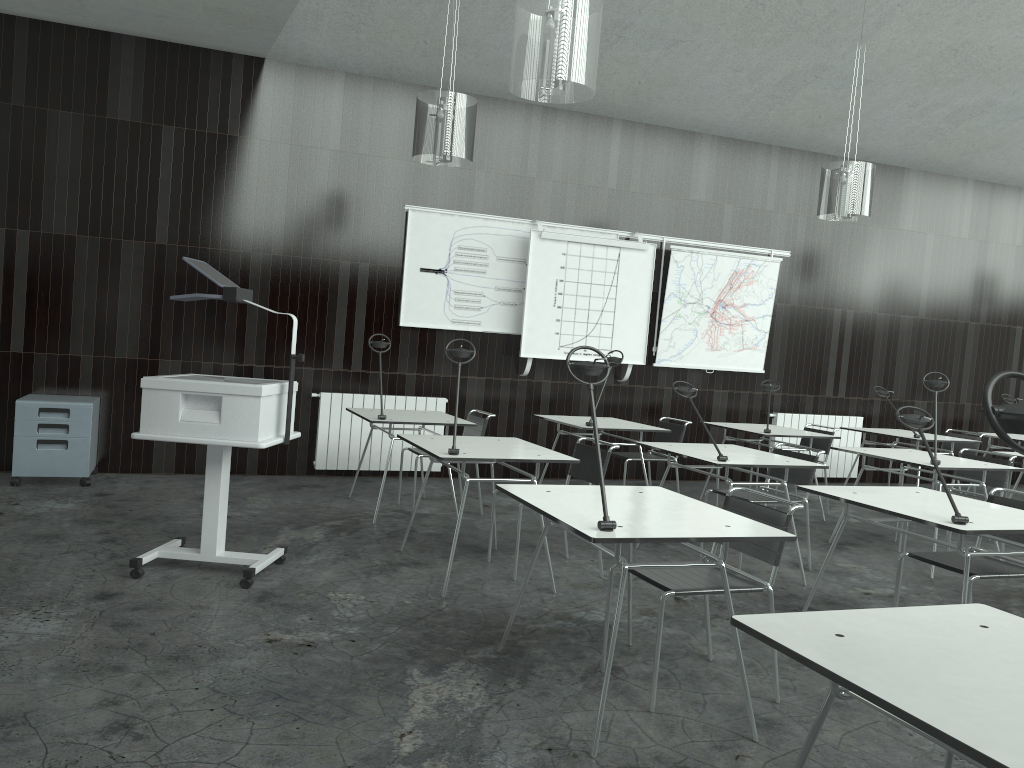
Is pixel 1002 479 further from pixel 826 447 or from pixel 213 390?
pixel 213 390

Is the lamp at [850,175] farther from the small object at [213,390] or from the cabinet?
the cabinet

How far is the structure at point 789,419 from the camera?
8.7m

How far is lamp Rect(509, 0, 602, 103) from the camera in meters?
3.6 m

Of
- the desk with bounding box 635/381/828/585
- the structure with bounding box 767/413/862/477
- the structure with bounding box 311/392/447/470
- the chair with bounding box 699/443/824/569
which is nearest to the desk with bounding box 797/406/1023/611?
the desk with bounding box 635/381/828/585

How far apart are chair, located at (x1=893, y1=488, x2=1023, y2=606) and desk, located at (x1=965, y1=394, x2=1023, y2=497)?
4.6 meters

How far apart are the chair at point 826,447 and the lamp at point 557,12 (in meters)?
4.25

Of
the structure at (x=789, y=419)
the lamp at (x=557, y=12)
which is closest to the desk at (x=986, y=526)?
the lamp at (x=557, y=12)

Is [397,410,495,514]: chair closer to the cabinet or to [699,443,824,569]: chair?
[699,443,824,569]: chair

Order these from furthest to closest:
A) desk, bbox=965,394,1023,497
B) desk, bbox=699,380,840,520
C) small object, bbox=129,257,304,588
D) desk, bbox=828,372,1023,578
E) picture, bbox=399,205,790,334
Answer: desk, bbox=965,394,1023,497, picture, bbox=399,205,790,334, desk, bbox=699,380,840,520, desk, bbox=828,372,1023,578, small object, bbox=129,257,304,588
